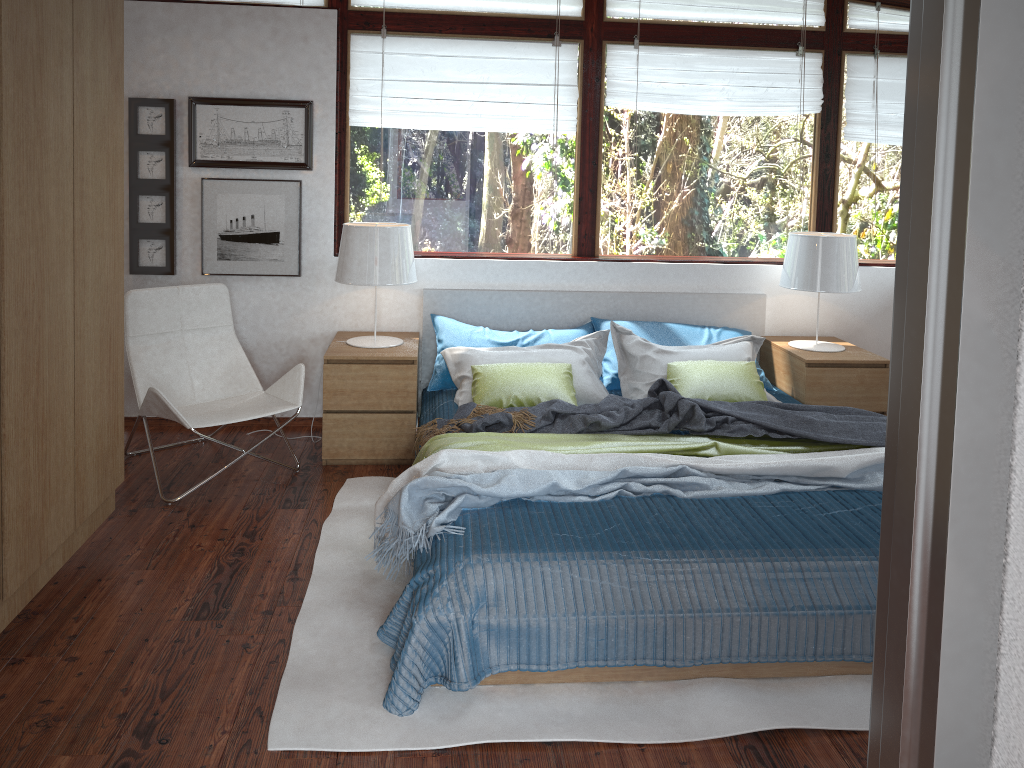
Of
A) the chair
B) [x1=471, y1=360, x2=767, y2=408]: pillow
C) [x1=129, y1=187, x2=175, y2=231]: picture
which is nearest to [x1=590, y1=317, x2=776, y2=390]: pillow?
[x1=471, y1=360, x2=767, y2=408]: pillow

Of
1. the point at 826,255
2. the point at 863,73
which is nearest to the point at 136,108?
the point at 826,255

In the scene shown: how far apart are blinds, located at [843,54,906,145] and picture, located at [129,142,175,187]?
3.5 meters

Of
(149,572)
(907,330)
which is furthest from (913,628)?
(149,572)

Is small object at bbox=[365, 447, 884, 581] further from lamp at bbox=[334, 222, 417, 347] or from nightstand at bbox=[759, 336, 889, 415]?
lamp at bbox=[334, 222, 417, 347]

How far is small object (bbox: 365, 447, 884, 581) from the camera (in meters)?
2.84

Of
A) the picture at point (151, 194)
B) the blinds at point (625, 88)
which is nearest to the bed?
the blinds at point (625, 88)

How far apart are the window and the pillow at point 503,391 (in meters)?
0.91

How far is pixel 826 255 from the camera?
4.3 meters

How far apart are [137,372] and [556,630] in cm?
240
